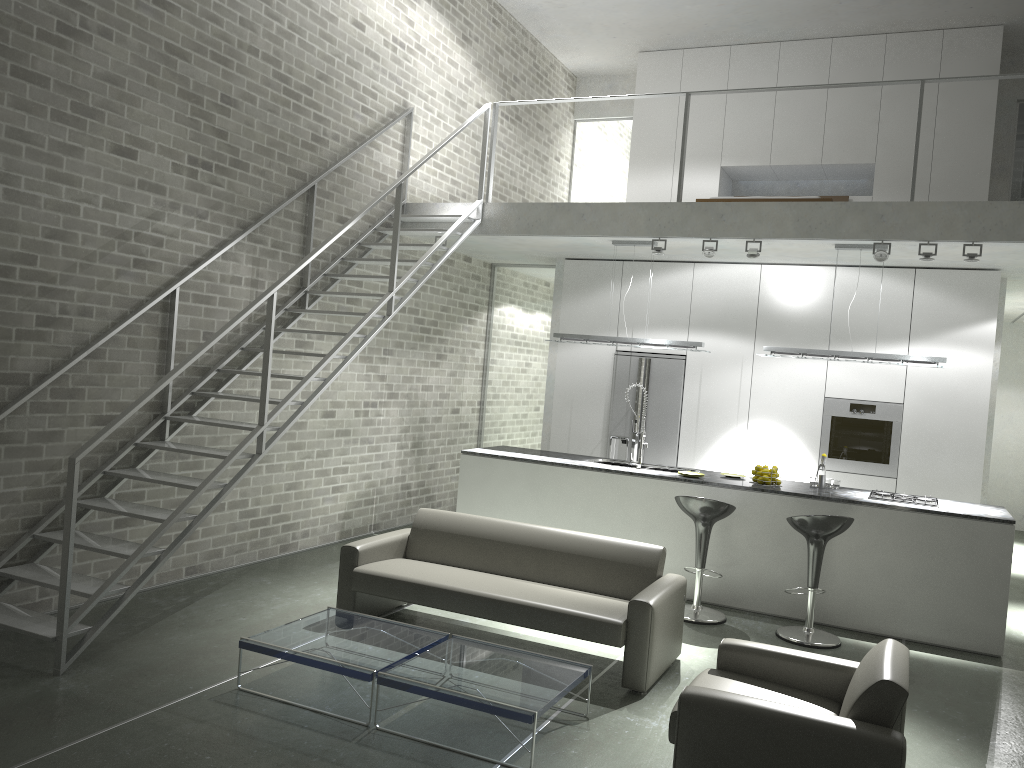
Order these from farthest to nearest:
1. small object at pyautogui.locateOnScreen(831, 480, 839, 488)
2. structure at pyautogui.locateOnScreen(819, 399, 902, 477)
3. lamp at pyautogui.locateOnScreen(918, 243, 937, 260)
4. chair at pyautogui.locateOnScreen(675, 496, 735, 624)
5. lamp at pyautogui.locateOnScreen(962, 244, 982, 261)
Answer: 1. structure at pyautogui.locateOnScreen(819, 399, 902, 477)
2. small object at pyautogui.locateOnScreen(831, 480, 839, 488)
3. lamp at pyautogui.locateOnScreen(918, 243, 937, 260)
4. lamp at pyautogui.locateOnScreen(962, 244, 982, 261)
5. chair at pyautogui.locateOnScreen(675, 496, 735, 624)

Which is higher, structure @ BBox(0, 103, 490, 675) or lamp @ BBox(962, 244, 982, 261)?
lamp @ BBox(962, 244, 982, 261)

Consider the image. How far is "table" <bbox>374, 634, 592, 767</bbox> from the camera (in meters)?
4.00

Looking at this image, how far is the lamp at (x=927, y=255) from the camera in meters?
6.8

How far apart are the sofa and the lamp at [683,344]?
2.7 meters

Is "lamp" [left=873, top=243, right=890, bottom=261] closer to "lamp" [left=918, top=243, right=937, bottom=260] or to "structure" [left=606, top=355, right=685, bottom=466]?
"lamp" [left=918, top=243, right=937, bottom=260]

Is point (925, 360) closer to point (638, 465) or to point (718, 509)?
point (718, 509)

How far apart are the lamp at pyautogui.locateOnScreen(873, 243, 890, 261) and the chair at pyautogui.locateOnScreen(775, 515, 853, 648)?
2.18m

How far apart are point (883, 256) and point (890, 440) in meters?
2.1 m

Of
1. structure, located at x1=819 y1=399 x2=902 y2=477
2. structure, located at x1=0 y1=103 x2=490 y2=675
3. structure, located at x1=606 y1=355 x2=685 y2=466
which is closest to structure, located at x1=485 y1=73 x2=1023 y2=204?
structure, located at x1=0 y1=103 x2=490 y2=675
